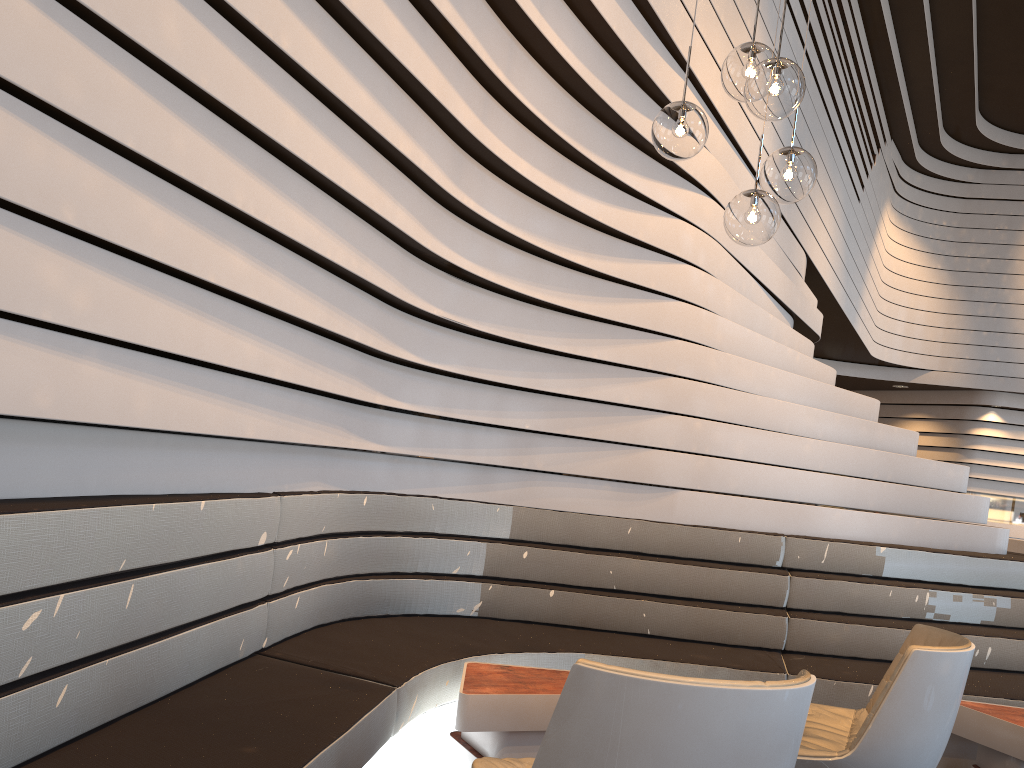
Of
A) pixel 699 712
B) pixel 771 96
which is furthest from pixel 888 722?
pixel 771 96

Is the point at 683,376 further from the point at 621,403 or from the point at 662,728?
the point at 662,728

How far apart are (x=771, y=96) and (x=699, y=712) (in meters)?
1.75

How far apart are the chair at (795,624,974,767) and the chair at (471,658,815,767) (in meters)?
0.71

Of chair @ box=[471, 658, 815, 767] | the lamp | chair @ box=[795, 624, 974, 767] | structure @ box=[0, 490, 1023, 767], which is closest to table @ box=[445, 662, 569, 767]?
structure @ box=[0, 490, 1023, 767]

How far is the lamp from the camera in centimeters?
253cm

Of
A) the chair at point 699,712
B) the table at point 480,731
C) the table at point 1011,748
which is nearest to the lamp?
Result: the chair at point 699,712

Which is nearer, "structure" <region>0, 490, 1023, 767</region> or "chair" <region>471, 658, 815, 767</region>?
"chair" <region>471, 658, 815, 767</region>

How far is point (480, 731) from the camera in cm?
272

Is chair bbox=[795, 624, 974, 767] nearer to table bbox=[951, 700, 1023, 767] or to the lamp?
table bbox=[951, 700, 1023, 767]
